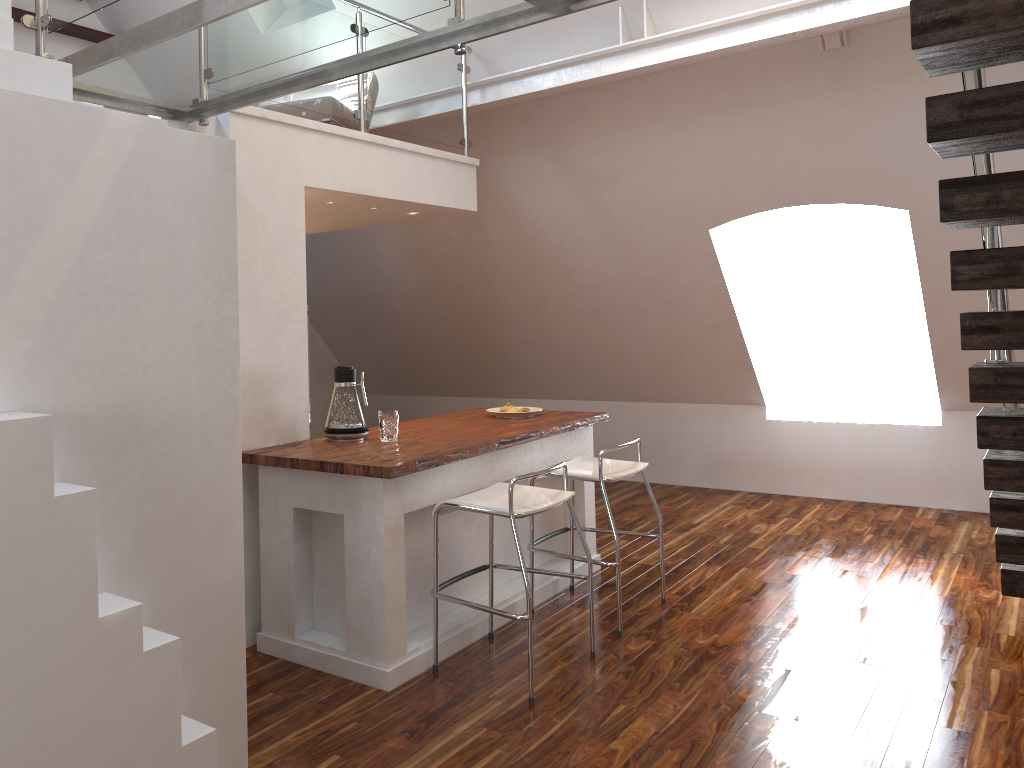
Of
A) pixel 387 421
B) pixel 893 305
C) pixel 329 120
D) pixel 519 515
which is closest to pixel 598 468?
pixel 519 515

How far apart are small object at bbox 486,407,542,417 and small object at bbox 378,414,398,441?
1.0 meters

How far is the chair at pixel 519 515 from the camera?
3.2m

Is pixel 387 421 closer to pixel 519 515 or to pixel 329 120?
pixel 519 515

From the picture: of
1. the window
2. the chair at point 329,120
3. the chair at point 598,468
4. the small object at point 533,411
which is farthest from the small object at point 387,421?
the window

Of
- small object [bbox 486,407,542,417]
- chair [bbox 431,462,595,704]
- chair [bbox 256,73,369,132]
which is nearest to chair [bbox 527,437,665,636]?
chair [bbox 431,462,595,704]

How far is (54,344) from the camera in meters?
1.9 m

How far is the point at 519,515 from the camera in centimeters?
325cm

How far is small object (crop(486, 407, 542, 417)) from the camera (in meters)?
4.67

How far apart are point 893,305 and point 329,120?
4.5 meters
